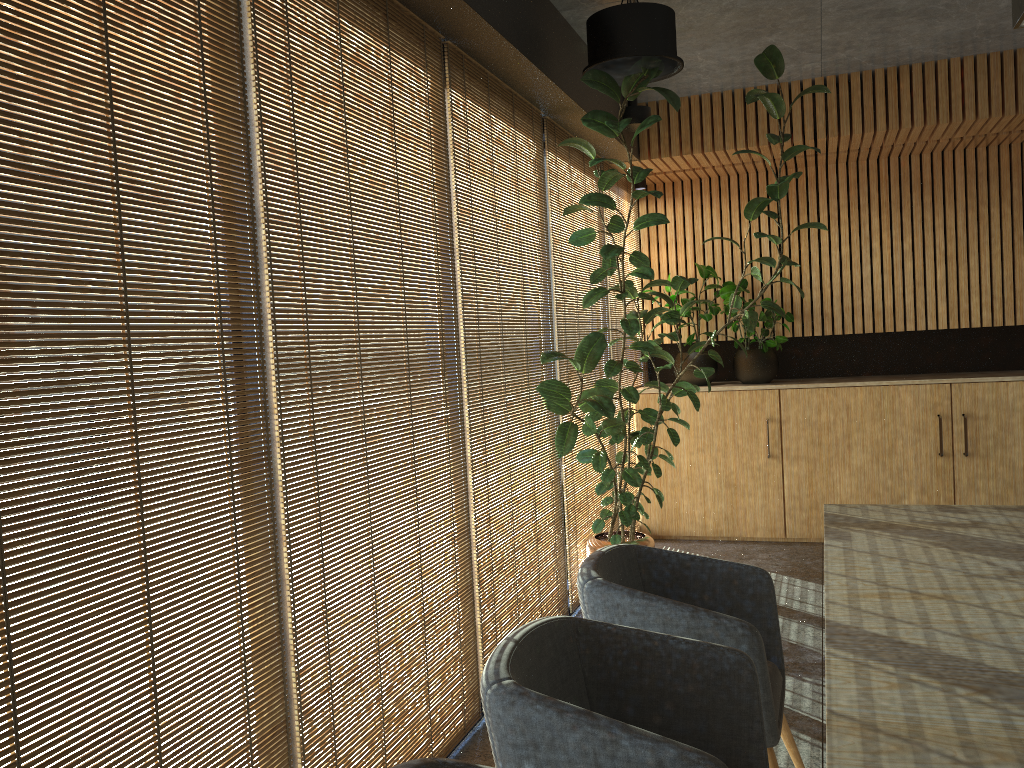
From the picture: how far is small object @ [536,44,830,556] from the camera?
4.7m

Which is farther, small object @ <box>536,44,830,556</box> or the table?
small object @ <box>536,44,830,556</box>

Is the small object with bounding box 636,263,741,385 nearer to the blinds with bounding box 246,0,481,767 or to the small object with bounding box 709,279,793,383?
the small object with bounding box 709,279,793,383

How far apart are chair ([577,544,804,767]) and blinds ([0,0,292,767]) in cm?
97

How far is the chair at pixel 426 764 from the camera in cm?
168

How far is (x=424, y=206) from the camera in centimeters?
364cm

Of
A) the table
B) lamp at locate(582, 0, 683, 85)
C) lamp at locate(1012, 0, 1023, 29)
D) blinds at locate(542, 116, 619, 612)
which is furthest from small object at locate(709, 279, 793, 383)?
lamp at locate(1012, 0, 1023, 29)

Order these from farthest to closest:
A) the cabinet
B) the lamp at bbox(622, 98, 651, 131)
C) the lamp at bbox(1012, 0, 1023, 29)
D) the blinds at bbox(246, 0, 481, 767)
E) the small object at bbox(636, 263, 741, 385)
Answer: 1. the small object at bbox(636, 263, 741, 385)
2. the cabinet
3. the lamp at bbox(622, 98, 651, 131)
4. the lamp at bbox(1012, 0, 1023, 29)
5. the blinds at bbox(246, 0, 481, 767)

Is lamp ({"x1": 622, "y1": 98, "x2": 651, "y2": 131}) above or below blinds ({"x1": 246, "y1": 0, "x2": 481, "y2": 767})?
above

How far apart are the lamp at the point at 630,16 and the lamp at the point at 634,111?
1.7 meters
